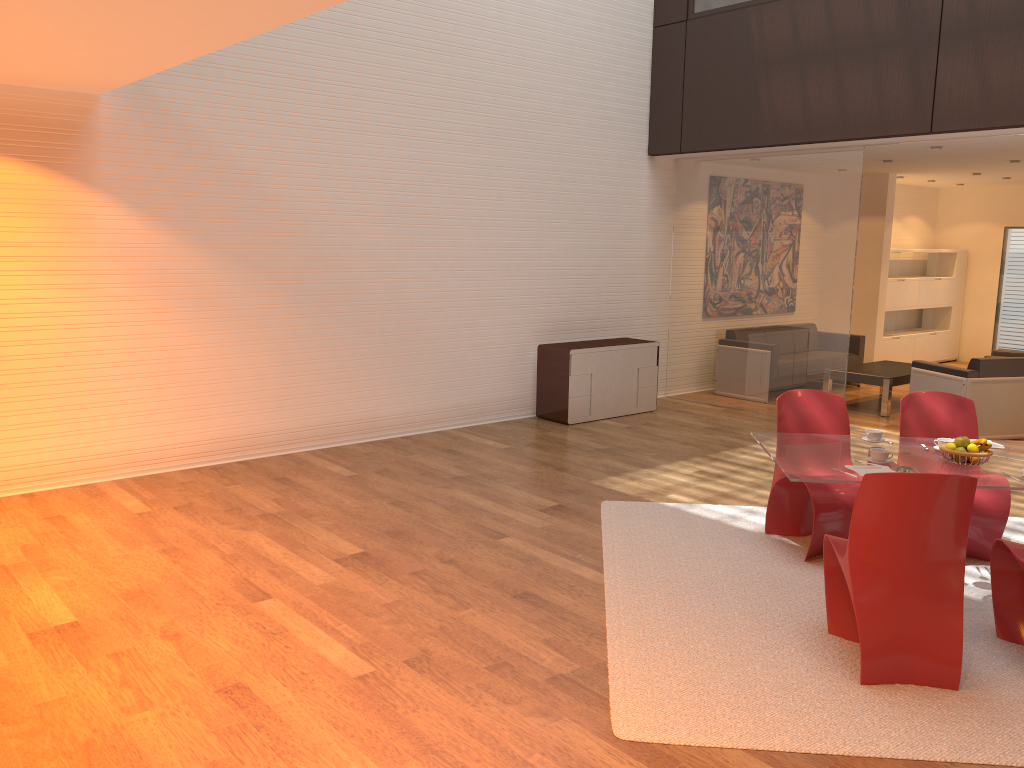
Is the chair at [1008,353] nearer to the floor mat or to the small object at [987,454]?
the floor mat

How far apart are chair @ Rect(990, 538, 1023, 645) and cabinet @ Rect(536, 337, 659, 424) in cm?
481

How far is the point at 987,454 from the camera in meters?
4.2 m

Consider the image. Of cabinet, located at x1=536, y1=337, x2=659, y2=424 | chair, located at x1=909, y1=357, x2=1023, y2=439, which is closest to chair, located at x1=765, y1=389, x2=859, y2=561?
cabinet, located at x1=536, y1=337, x2=659, y2=424

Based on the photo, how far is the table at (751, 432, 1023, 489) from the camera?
4.06m

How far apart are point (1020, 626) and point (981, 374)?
4.71m

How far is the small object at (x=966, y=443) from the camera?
4.29m

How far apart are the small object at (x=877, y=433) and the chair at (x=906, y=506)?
0.9m

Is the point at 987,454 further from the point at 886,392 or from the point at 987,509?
the point at 886,392

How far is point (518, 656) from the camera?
3.82m
